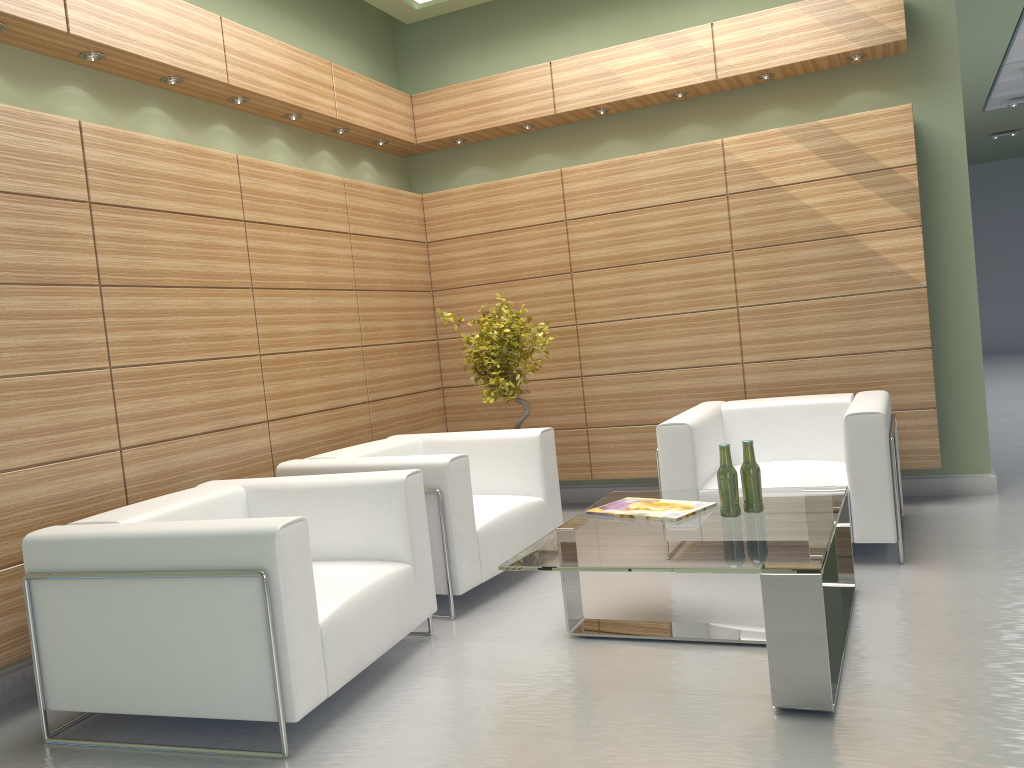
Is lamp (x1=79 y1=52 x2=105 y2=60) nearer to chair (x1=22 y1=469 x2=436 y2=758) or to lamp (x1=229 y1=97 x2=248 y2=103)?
lamp (x1=229 y1=97 x2=248 y2=103)

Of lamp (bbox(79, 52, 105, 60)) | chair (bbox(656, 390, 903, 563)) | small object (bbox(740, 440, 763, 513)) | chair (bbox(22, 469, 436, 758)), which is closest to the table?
small object (bbox(740, 440, 763, 513))

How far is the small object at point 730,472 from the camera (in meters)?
5.70

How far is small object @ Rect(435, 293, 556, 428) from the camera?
8.9 meters

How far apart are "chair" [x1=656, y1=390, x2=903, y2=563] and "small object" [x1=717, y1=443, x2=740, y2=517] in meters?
1.7

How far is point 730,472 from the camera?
5.7m

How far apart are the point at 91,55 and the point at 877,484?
6.8 meters

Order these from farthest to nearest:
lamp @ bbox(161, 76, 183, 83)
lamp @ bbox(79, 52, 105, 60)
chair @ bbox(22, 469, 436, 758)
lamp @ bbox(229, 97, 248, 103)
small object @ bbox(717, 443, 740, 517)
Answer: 1. lamp @ bbox(229, 97, 248, 103)
2. lamp @ bbox(161, 76, 183, 83)
3. lamp @ bbox(79, 52, 105, 60)
4. small object @ bbox(717, 443, 740, 517)
5. chair @ bbox(22, 469, 436, 758)

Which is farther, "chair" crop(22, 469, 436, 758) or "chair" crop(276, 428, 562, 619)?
"chair" crop(276, 428, 562, 619)

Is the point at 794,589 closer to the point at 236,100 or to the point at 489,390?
the point at 489,390
